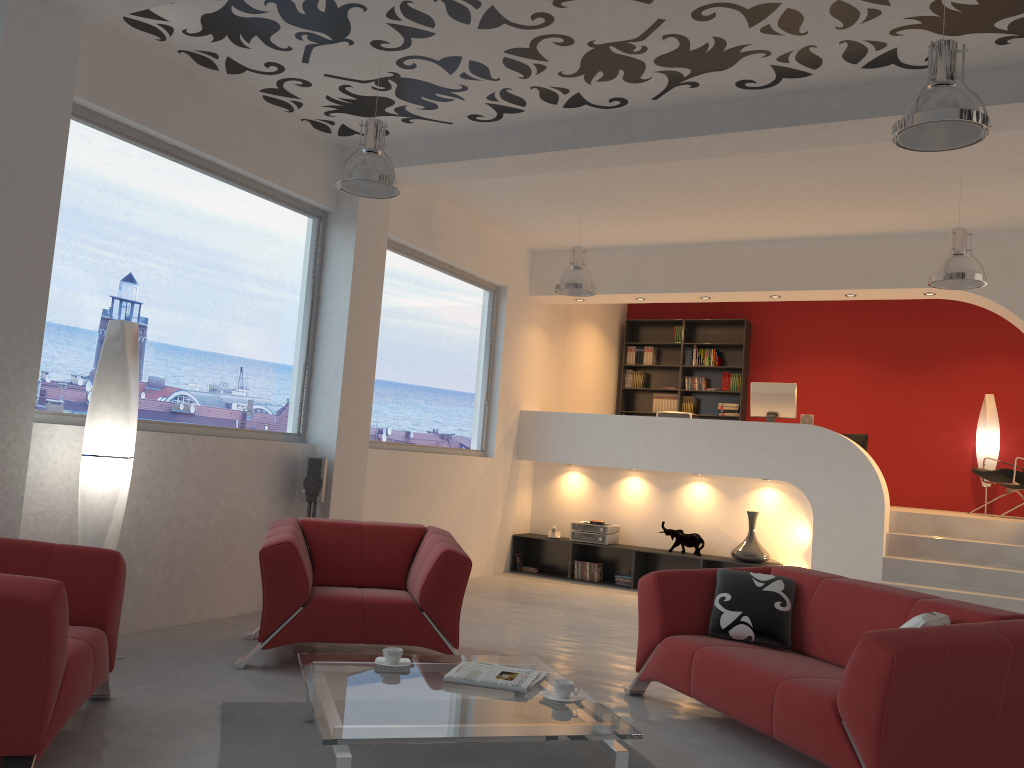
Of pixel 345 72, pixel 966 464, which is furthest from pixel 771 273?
pixel 345 72

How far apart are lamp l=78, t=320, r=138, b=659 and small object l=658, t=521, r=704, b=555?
5.6m

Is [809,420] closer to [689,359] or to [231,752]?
[689,359]

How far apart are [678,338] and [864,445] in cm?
286

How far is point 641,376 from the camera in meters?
12.0

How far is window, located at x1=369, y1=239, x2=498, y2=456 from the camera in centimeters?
773cm

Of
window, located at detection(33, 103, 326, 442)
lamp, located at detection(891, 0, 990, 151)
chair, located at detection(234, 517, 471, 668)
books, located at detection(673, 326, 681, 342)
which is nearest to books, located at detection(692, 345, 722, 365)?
books, located at detection(673, 326, 681, 342)

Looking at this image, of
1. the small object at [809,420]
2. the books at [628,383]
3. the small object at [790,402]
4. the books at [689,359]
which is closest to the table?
the small object at [790,402]

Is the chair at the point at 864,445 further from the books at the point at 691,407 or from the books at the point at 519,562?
the books at the point at 519,562

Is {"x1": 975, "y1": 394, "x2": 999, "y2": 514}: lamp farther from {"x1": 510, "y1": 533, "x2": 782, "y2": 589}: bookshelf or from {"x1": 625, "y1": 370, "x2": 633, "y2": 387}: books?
{"x1": 625, "y1": 370, "x2": 633, "y2": 387}: books
